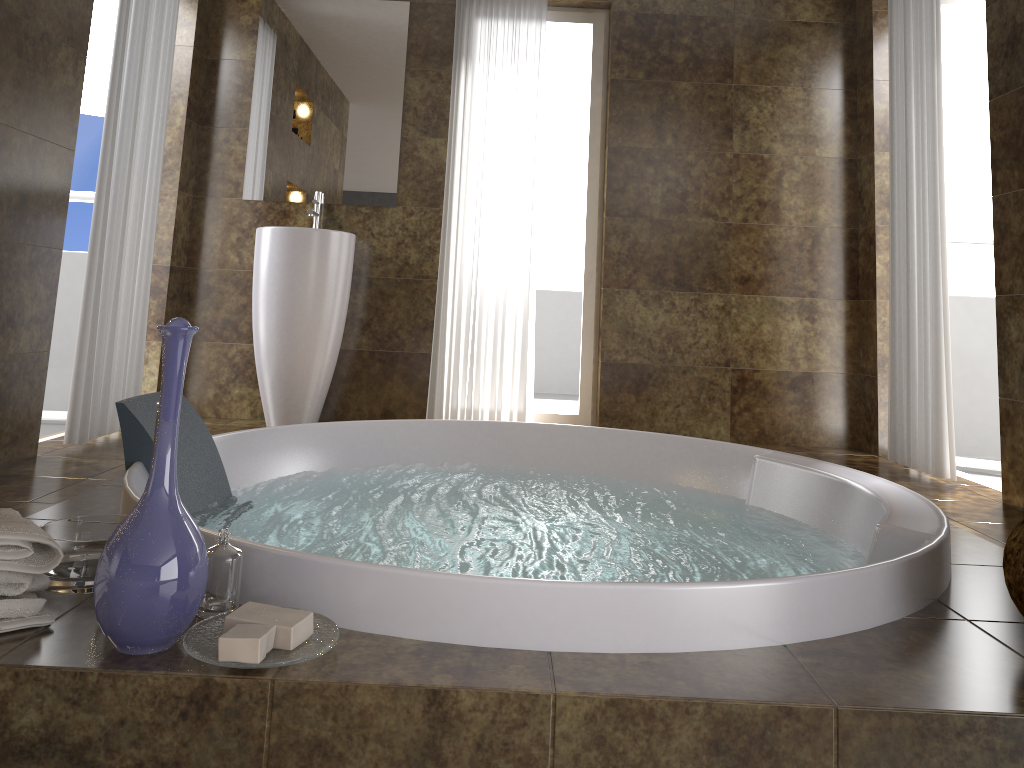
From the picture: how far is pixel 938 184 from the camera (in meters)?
3.41

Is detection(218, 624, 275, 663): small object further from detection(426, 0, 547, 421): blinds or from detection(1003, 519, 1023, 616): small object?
detection(426, 0, 547, 421): blinds

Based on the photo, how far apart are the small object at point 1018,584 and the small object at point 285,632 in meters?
1.1 m

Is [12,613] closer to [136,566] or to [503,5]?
[136,566]

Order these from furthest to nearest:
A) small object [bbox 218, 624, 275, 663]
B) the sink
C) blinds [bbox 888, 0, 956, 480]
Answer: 1. the sink
2. blinds [bbox 888, 0, 956, 480]
3. small object [bbox 218, 624, 275, 663]

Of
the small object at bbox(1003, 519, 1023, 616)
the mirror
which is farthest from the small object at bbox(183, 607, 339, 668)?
the mirror

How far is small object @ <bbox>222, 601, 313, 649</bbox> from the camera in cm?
117

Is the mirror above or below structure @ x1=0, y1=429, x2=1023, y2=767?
above

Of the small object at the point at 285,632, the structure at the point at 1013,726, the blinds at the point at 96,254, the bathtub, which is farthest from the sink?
the small object at the point at 285,632

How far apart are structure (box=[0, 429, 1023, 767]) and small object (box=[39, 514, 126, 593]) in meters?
0.0 m
